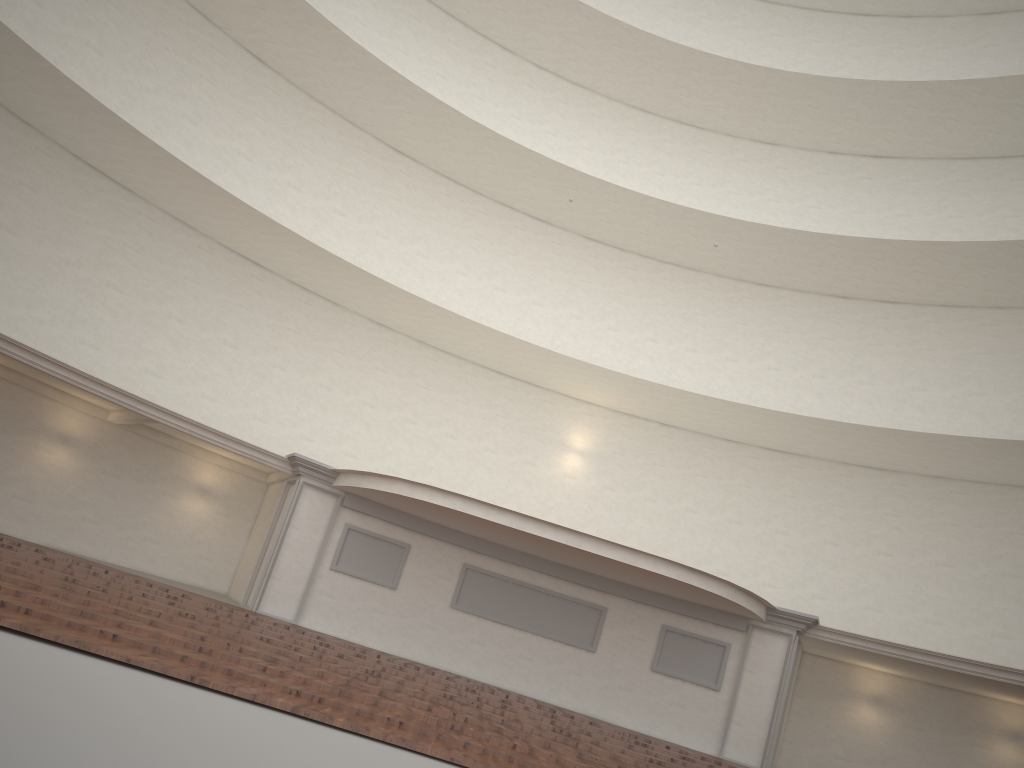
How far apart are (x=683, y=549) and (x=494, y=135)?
10.4 meters

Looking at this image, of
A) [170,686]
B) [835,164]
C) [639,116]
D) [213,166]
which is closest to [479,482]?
[213,166]

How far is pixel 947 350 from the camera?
20.4 meters
